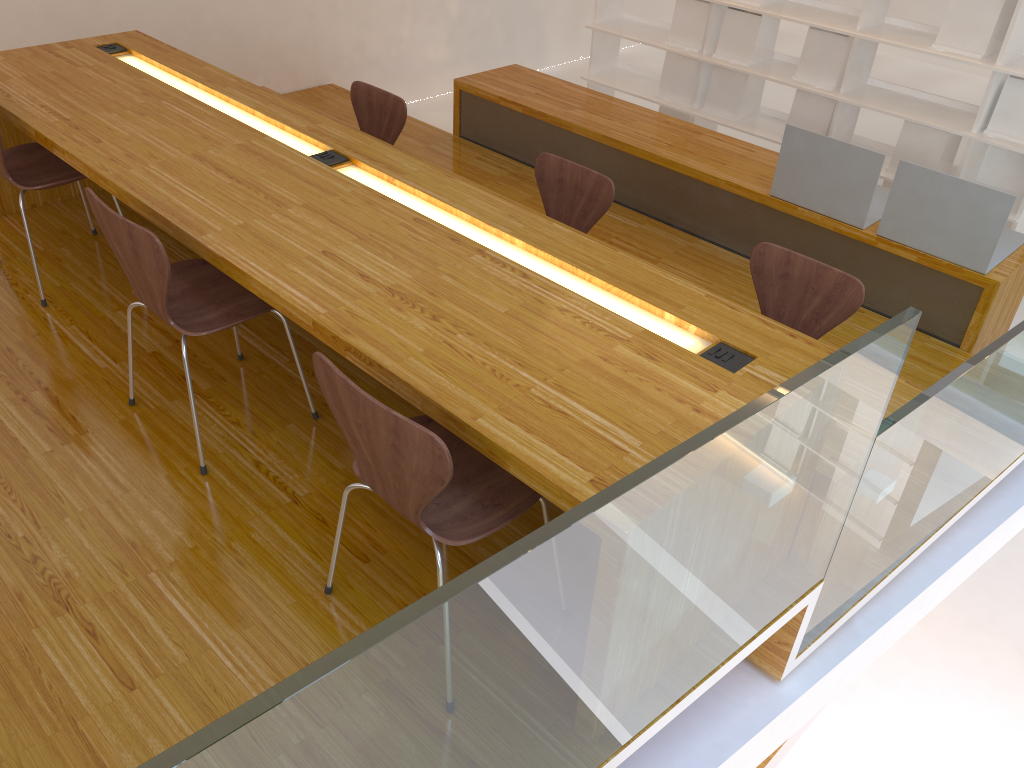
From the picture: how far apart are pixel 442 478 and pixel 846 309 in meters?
1.7 m

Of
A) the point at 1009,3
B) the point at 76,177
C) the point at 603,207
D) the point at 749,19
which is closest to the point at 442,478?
the point at 603,207

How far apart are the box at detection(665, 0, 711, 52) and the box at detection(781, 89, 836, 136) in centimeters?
69cm

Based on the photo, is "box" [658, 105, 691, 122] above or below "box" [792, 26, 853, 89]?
below

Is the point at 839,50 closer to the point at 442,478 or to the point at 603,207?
the point at 603,207

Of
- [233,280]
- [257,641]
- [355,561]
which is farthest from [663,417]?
[233,280]

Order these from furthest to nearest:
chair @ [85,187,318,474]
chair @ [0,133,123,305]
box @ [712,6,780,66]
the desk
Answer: box @ [712,6,780,66]
chair @ [0,133,123,305]
chair @ [85,187,318,474]
the desk

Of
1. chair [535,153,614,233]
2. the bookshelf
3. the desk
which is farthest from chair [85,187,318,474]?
the bookshelf

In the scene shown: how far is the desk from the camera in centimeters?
170cm

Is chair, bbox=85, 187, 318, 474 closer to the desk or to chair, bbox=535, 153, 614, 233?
the desk
